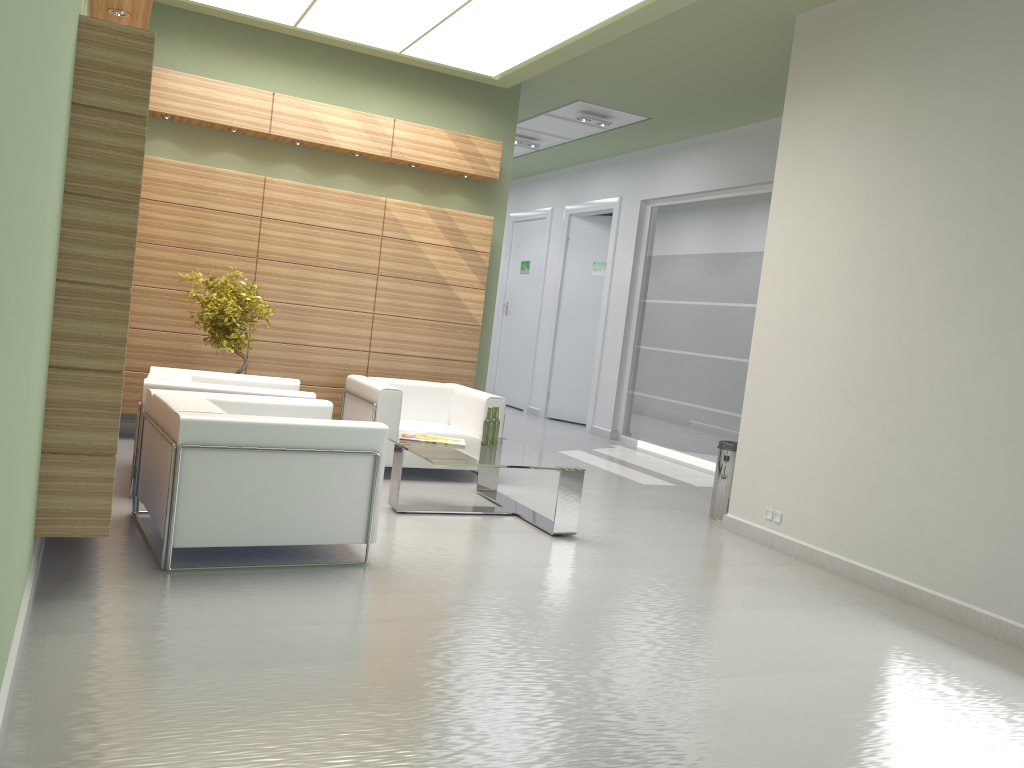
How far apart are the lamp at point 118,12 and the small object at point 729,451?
8.4 meters

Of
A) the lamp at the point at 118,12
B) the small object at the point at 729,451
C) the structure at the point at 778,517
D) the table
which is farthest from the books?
the lamp at the point at 118,12

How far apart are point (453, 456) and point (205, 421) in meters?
3.1

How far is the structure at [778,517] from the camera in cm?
1033

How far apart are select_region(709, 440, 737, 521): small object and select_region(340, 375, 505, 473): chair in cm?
298

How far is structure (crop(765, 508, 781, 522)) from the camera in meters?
10.3 m

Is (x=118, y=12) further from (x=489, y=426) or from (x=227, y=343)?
(x=489, y=426)

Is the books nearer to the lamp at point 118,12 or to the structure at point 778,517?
the structure at point 778,517

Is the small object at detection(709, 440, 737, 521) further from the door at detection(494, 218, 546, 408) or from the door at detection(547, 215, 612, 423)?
the door at detection(494, 218, 546, 408)

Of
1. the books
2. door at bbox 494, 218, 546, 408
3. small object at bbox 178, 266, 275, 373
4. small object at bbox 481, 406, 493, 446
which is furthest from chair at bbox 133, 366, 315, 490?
door at bbox 494, 218, 546, 408
